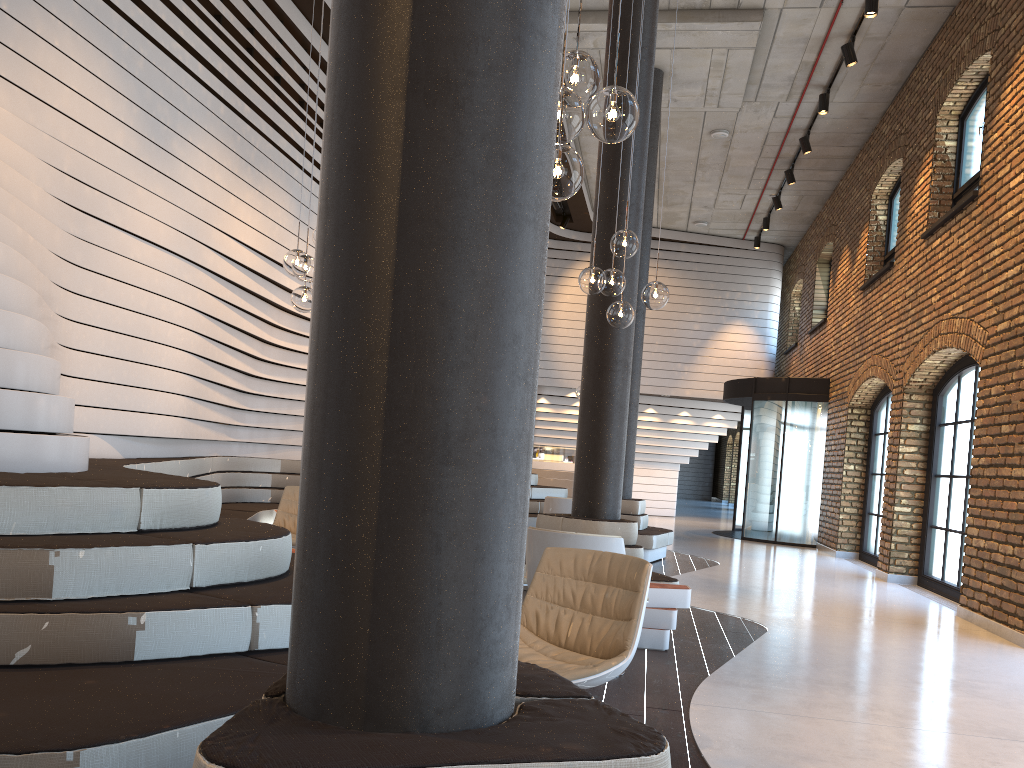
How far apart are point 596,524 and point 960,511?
4.80m

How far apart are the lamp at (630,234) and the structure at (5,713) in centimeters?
238cm

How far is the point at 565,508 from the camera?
8.7m

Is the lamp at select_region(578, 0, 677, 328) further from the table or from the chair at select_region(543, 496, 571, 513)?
the chair at select_region(543, 496, 571, 513)

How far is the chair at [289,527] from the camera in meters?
7.1

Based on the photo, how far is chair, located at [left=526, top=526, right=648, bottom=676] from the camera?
4.4m

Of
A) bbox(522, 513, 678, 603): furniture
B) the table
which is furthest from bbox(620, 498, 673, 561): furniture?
the table

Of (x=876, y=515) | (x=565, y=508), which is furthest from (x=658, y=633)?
(x=876, y=515)

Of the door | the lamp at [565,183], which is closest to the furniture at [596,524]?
the lamp at [565,183]

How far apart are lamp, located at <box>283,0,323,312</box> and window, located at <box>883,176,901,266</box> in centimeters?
938cm
